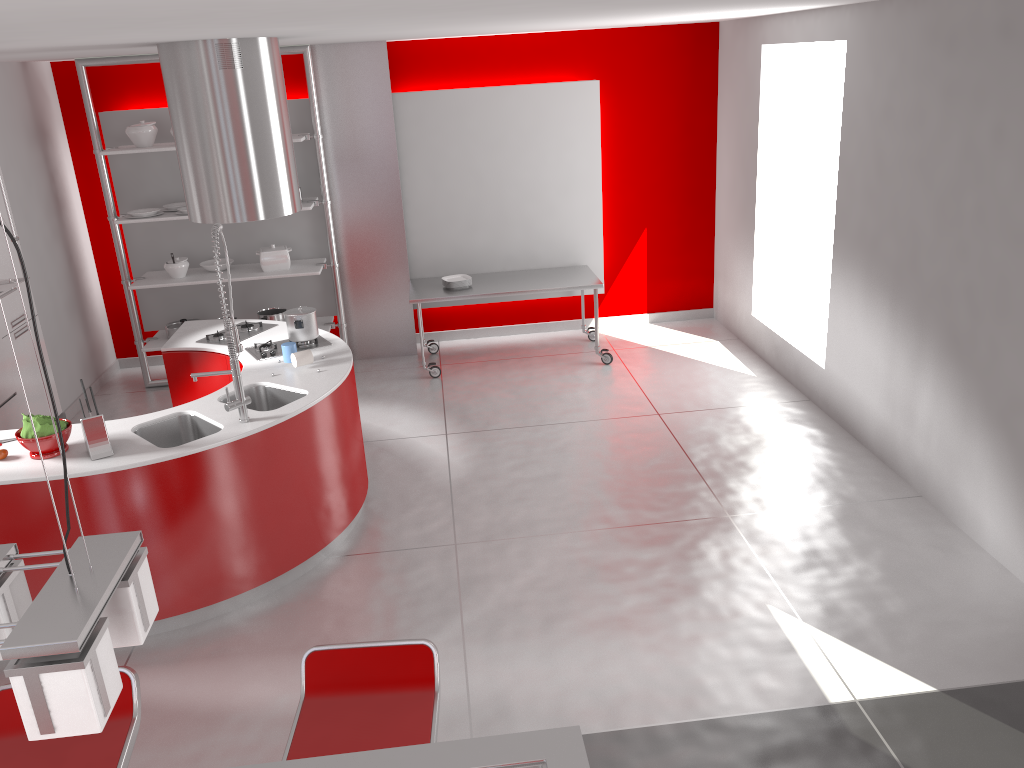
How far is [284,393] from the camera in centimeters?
466cm

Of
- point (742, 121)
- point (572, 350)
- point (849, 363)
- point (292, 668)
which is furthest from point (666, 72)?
point (292, 668)

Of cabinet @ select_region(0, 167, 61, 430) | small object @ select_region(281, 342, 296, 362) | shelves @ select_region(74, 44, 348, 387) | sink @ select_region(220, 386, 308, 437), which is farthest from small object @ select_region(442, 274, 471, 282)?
cabinet @ select_region(0, 167, 61, 430)

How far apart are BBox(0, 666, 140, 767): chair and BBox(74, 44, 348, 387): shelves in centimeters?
479cm

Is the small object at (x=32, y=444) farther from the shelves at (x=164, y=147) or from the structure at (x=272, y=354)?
the shelves at (x=164, y=147)

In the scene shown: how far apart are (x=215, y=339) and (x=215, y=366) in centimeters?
20cm

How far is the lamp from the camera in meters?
1.2 m

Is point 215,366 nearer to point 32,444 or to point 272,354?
point 272,354

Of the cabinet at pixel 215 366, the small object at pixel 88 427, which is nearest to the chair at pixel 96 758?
the small object at pixel 88 427

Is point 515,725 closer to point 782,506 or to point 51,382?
point 782,506
